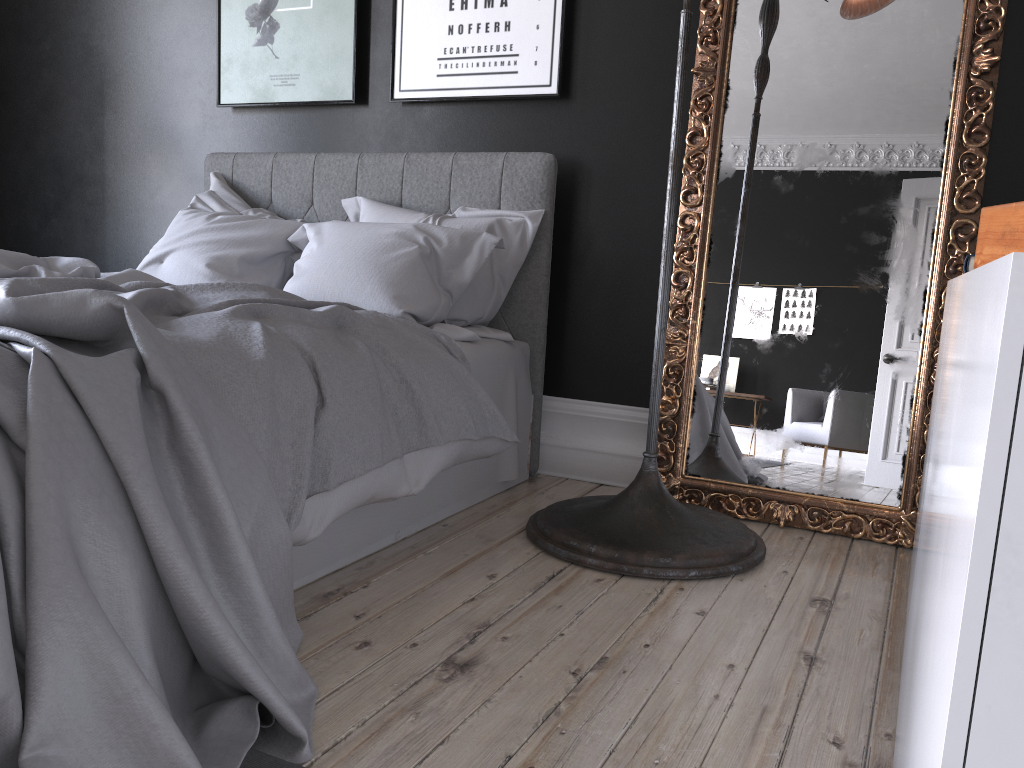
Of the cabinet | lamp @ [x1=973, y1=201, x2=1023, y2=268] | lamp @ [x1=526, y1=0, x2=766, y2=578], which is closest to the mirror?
lamp @ [x1=526, y1=0, x2=766, y2=578]

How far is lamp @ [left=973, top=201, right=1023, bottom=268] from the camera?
0.7m

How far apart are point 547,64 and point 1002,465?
3.4 meters

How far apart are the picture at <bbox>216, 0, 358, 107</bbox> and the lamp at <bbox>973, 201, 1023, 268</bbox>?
3.48m

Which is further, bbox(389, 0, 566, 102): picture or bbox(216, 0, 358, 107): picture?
bbox(216, 0, 358, 107): picture

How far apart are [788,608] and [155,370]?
1.7m

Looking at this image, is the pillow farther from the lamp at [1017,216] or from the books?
the lamp at [1017,216]

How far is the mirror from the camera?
2.9m

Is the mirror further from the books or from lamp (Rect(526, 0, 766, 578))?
the books

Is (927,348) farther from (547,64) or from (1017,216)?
(1017,216)
